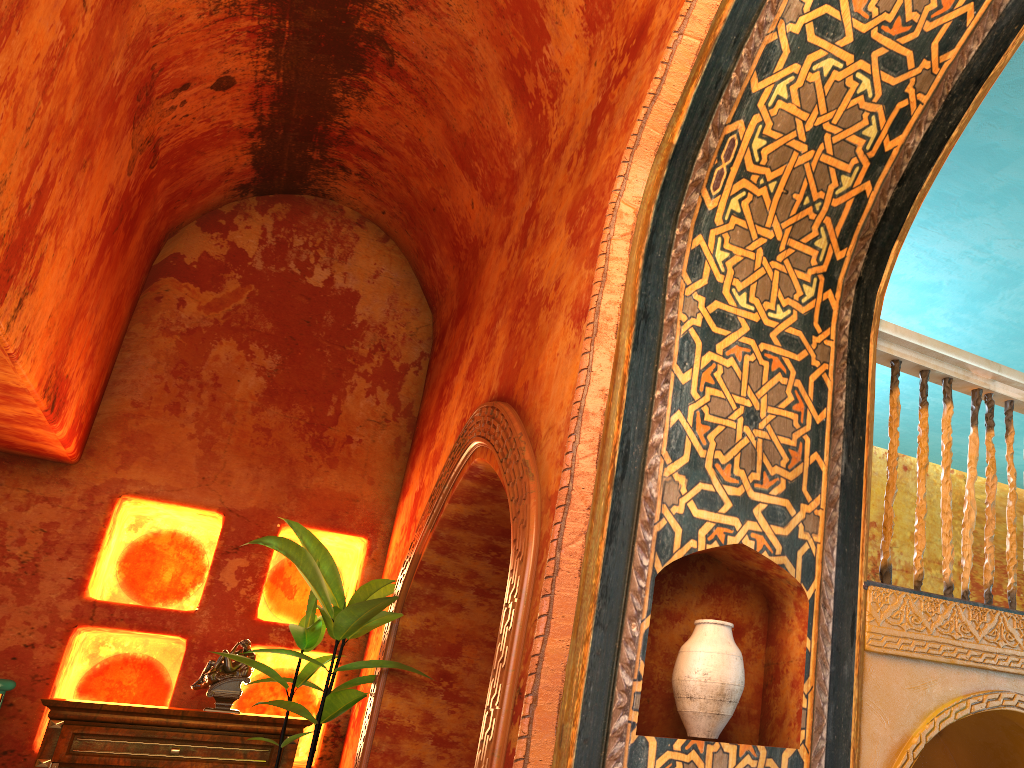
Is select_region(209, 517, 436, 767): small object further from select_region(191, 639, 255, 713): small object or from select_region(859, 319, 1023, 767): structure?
select_region(859, 319, 1023, 767): structure

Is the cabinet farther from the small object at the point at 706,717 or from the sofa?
the small object at the point at 706,717

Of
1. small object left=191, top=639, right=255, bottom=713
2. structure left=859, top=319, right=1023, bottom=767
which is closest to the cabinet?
small object left=191, top=639, right=255, bottom=713

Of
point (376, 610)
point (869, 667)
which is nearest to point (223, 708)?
point (376, 610)

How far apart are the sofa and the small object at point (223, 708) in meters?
1.1 m

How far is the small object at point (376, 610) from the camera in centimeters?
516cm

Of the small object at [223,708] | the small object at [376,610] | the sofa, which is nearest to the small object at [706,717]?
the small object at [376,610]

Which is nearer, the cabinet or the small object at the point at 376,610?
the small object at the point at 376,610

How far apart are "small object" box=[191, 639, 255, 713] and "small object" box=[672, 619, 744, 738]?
4.06m

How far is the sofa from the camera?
5.42m
